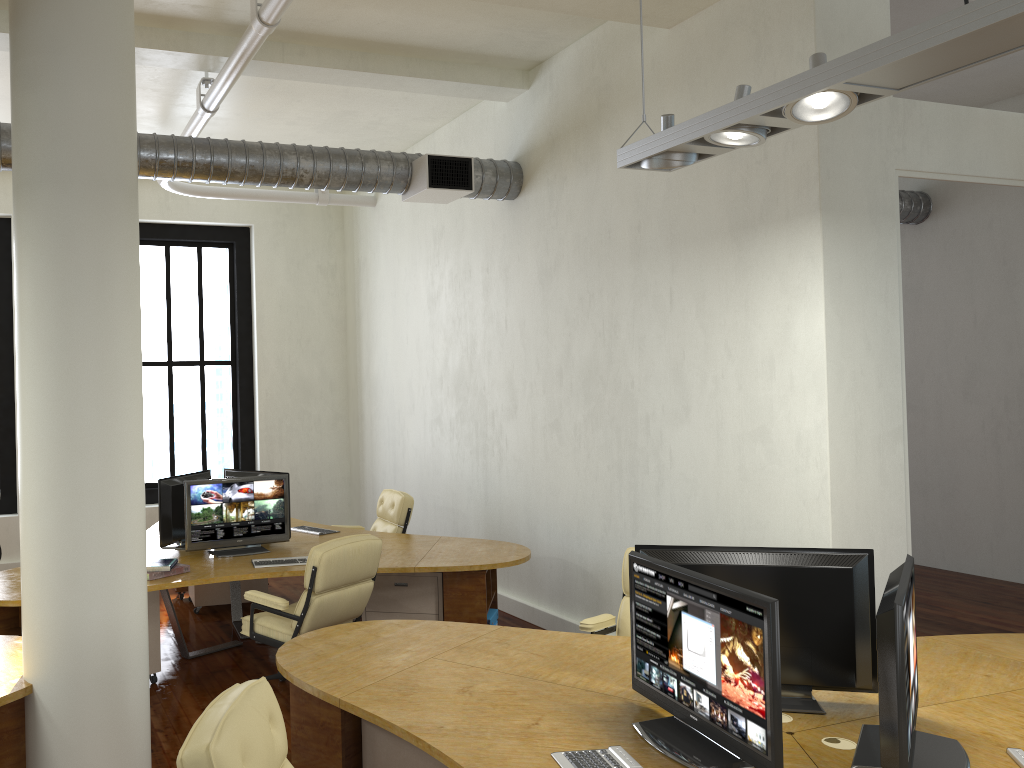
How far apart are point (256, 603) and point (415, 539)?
1.86m

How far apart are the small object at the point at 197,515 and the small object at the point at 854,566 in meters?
3.6 m

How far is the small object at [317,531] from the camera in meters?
7.4

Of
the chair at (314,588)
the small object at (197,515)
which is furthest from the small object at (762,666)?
the small object at (197,515)

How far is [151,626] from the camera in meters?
5.9 m

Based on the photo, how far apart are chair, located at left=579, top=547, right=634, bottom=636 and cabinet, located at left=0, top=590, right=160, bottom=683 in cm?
284

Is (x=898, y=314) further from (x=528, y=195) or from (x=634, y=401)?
(x=528, y=195)

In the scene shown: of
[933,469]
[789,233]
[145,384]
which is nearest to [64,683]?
[789,233]

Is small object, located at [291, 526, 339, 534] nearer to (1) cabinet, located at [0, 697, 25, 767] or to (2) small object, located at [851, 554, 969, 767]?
(1) cabinet, located at [0, 697, 25, 767]

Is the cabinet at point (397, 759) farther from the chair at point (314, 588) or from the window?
the window
